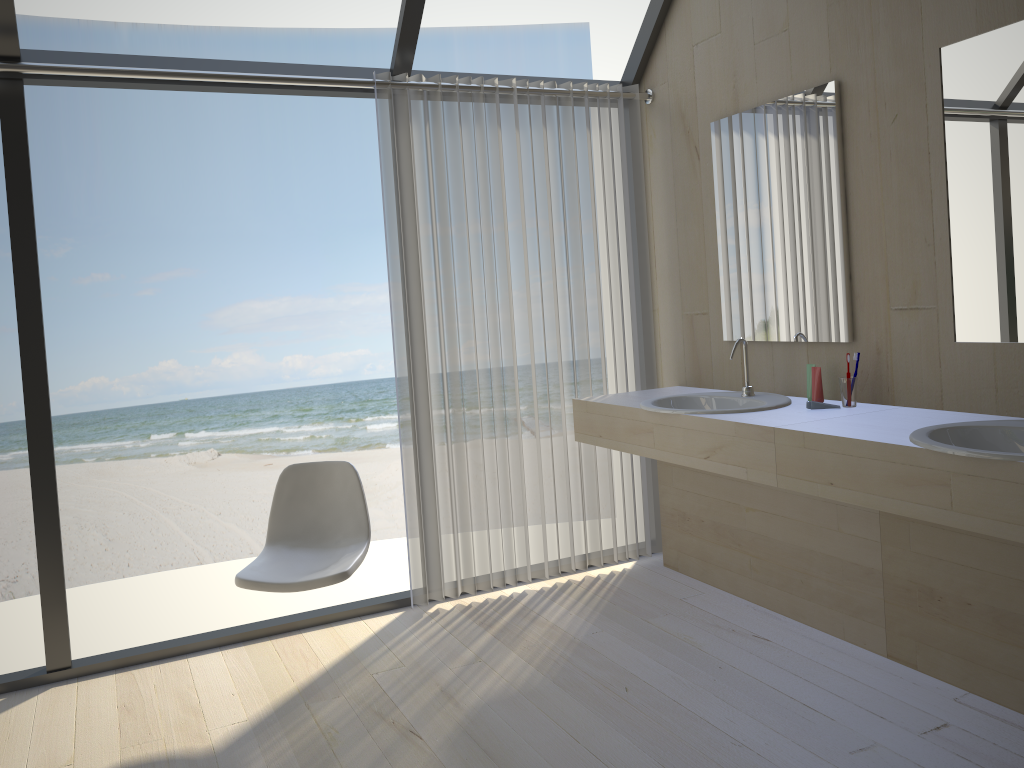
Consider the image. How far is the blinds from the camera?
3.5m

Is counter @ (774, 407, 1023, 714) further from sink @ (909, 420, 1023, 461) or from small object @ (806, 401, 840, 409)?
small object @ (806, 401, 840, 409)

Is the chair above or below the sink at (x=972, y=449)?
below

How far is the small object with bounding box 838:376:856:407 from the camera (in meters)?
2.86

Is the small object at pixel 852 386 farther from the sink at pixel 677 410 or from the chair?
the chair

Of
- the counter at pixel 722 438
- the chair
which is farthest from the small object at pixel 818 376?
the chair

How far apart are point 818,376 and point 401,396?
1.5 meters

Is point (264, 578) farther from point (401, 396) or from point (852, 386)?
point (852, 386)

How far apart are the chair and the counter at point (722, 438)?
1.0 meters

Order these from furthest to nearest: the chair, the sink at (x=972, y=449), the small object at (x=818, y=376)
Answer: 1. the small object at (x=818, y=376)
2. the chair
3. the sink at (x=972, y=449)
